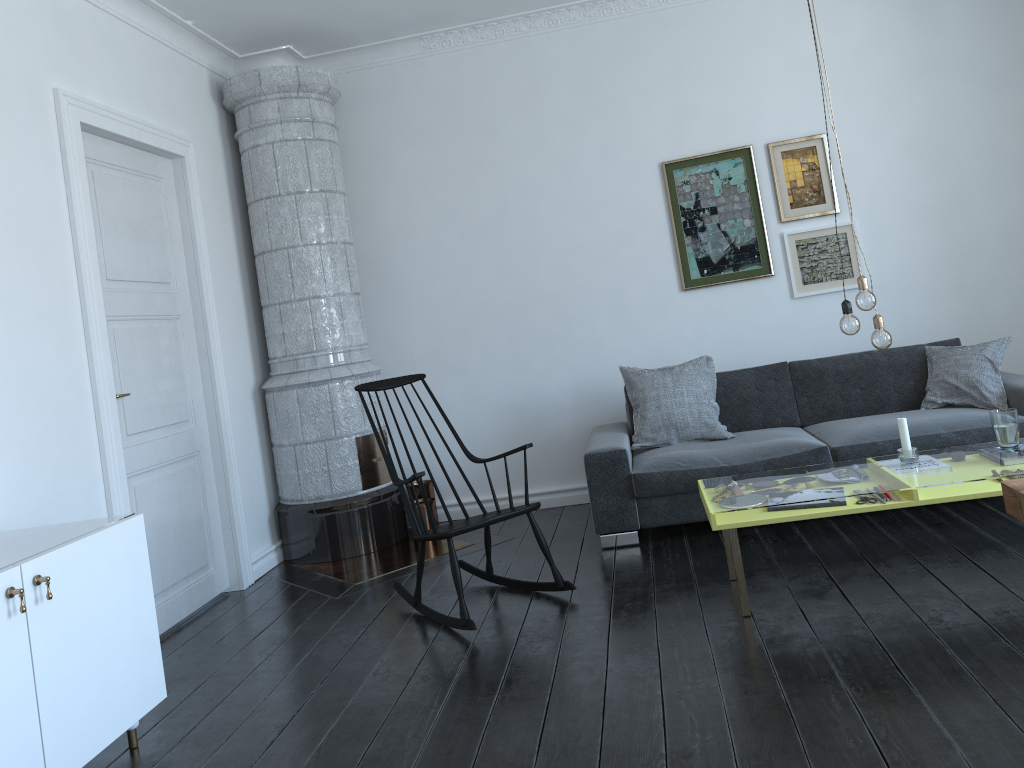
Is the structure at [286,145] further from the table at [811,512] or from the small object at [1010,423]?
the small object at [1010,423]

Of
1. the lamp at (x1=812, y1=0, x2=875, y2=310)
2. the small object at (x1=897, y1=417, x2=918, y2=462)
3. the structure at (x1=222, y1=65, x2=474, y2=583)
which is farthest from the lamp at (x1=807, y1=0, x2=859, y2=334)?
the structure at (x1=222, y1=65, x2=474, y2=583)

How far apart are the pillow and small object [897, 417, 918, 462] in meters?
1.3 m

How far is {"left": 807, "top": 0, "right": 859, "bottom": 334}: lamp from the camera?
3.3m

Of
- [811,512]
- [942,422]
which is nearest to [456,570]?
[811,512]

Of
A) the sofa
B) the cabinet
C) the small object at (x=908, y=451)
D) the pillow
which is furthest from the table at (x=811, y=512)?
the cabinet

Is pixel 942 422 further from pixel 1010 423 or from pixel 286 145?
pixel 286 145

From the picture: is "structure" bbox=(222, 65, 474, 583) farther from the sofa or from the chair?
the sofa

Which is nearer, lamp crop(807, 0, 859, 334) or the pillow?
lamp crop(807, 0, 859, 334)

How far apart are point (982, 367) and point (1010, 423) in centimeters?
129cm
